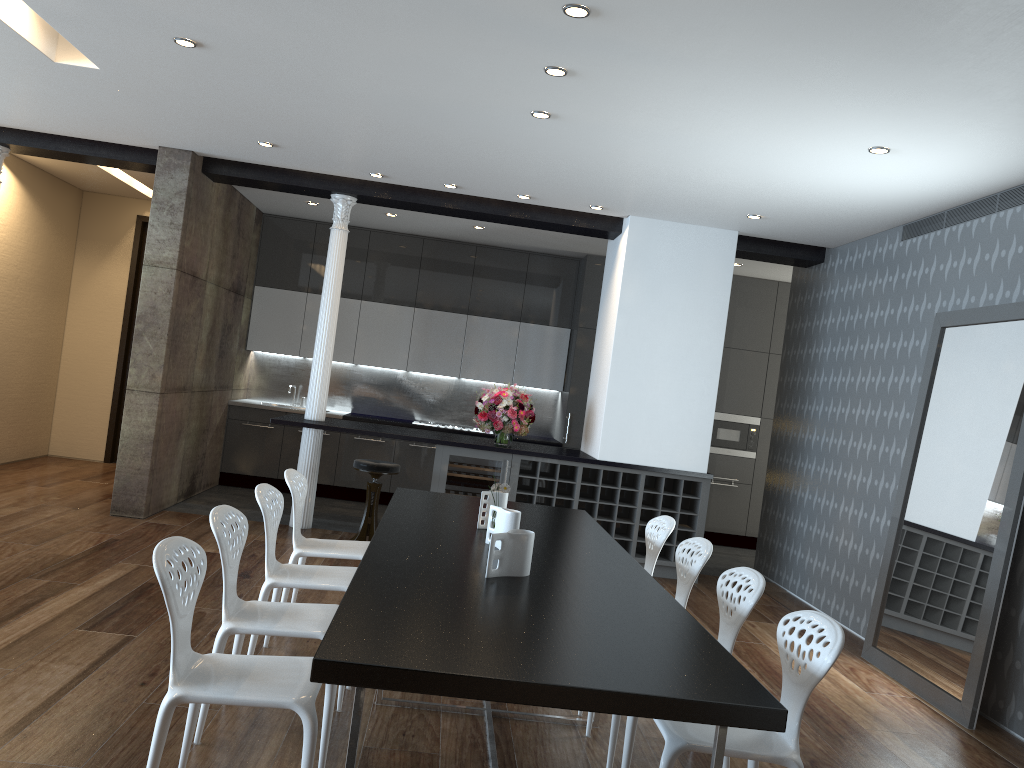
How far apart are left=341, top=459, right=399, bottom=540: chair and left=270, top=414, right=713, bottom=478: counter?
0.2m

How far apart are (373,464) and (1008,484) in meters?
4.4

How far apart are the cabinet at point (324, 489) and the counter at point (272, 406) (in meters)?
0.07

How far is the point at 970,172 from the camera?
5.0m

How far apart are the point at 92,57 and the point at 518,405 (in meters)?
4.06

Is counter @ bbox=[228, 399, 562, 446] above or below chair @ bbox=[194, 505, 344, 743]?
above

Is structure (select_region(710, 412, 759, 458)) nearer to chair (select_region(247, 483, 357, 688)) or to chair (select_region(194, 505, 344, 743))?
chair (select_region(247, 483, 357, 688))

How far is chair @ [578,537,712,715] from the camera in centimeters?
413cm

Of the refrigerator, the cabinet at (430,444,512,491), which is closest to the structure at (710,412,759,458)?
the refrigerator

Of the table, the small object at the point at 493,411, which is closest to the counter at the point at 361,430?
the small object at the point at 493,411
